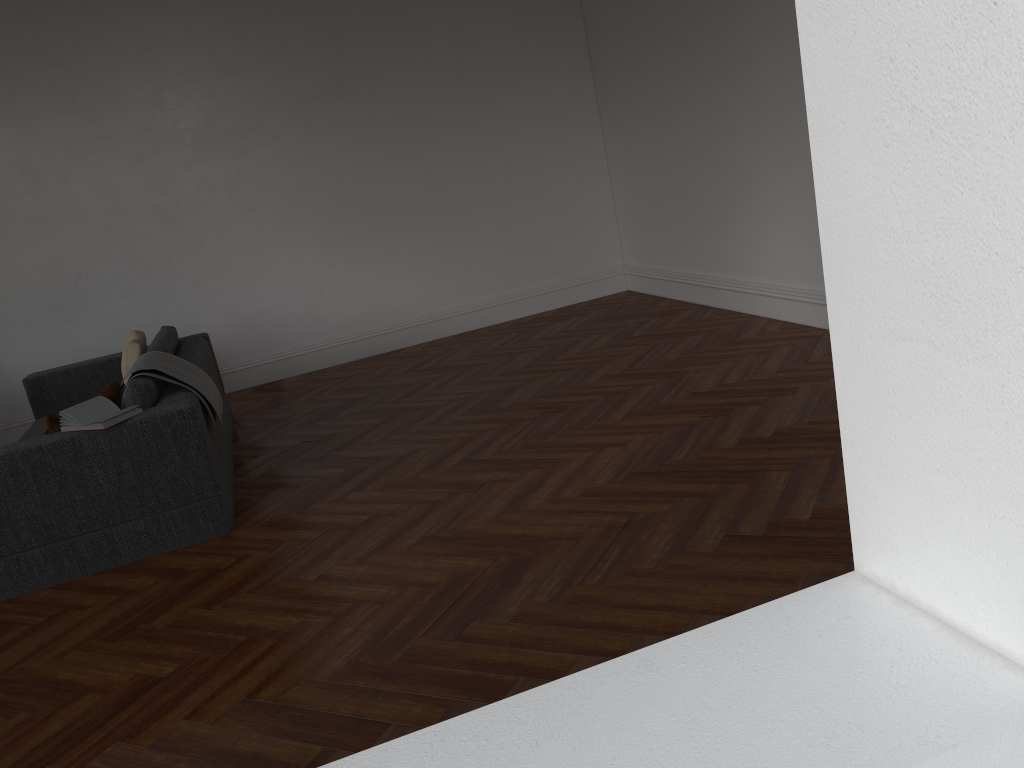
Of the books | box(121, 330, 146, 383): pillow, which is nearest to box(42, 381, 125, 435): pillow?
the books

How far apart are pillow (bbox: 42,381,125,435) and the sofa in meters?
0.1

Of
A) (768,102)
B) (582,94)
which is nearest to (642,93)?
(582,94)

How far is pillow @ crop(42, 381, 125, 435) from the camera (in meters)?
3.98

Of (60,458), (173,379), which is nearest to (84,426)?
(60,458)

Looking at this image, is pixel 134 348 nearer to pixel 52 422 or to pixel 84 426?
pixel 52 422

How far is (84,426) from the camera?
3.9 meters

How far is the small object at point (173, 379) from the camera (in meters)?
4.40

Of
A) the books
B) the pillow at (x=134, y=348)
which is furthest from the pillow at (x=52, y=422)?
the pillow at (x=134, y=348)

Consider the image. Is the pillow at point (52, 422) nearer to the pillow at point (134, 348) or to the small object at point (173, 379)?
the small object at point (173, 379)
